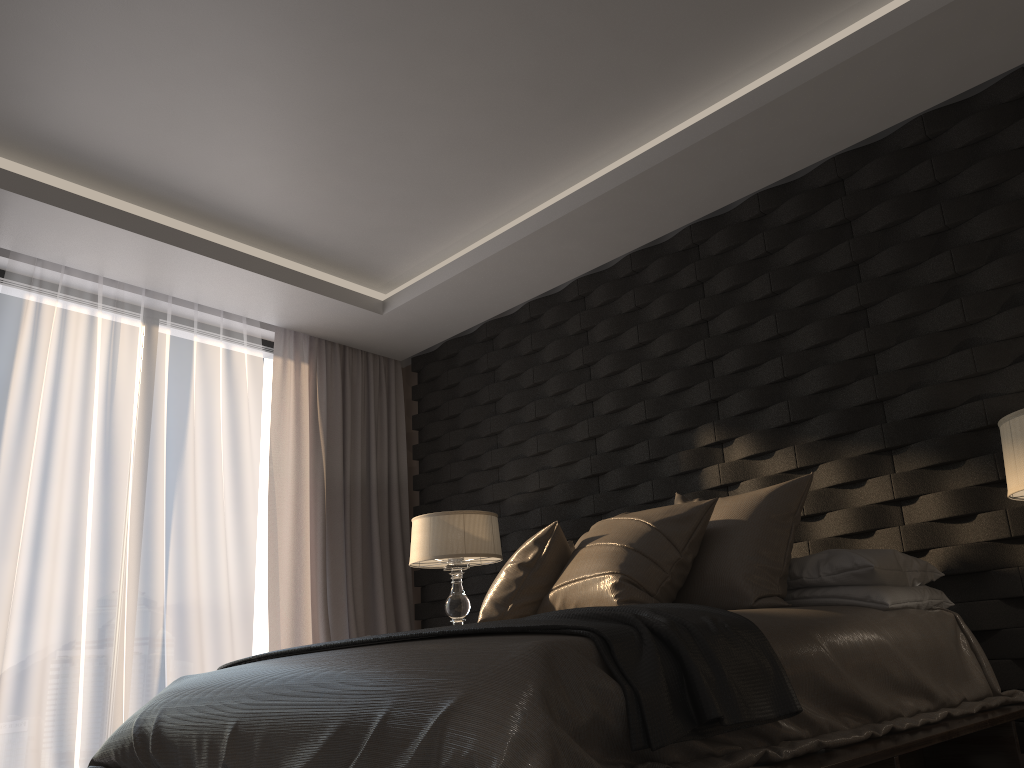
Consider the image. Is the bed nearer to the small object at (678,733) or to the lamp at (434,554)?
the small object at (678,733)

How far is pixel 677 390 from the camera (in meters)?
4.16

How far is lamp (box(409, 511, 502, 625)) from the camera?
4.3m

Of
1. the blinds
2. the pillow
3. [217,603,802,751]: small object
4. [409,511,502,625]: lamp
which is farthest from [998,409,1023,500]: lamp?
the blinds

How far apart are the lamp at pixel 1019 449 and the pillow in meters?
0.7

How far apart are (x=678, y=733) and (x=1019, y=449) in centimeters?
137cm

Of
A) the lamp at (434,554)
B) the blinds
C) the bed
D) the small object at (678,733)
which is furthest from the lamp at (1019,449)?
the blinds

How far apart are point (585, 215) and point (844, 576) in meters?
2.0

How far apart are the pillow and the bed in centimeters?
18cm

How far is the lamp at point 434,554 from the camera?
4.3 meters
